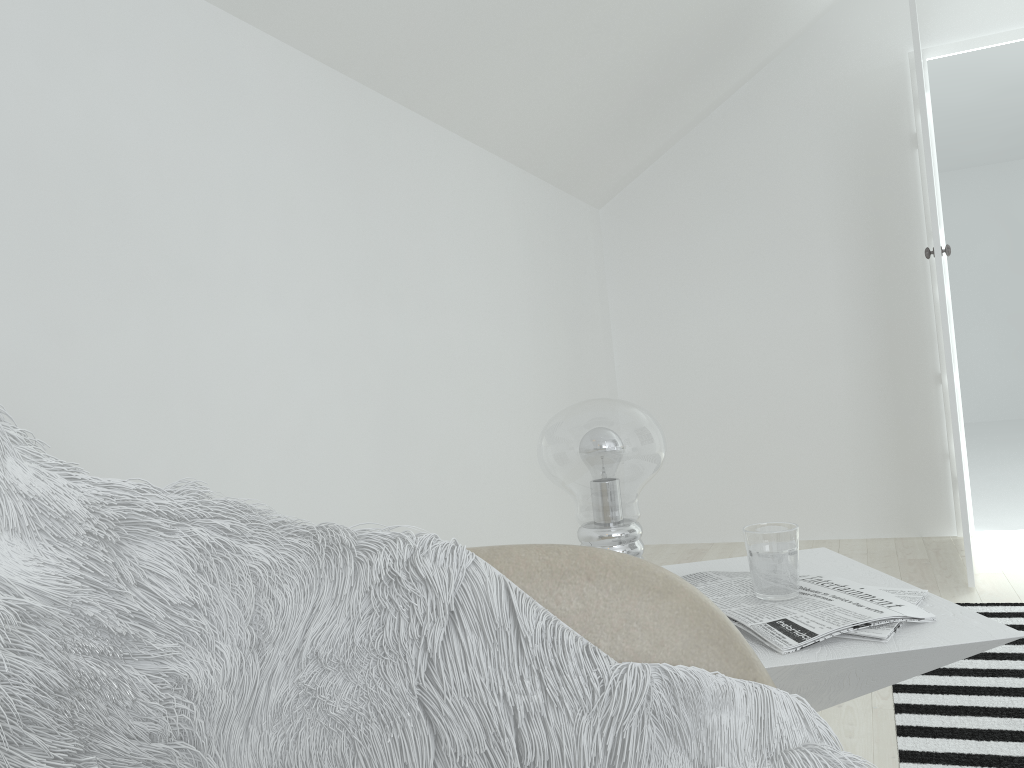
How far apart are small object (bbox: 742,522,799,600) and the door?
2.1 meters

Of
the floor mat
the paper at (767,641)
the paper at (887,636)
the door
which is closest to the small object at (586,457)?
the paper at (767,641)

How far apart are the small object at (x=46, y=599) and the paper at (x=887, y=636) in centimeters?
19cm

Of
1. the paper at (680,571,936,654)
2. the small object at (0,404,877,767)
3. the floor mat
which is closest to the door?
the floor mat

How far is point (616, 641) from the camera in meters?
0.8

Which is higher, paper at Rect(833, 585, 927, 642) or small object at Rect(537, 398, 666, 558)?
small object at Rect(537, 398, 666, 558)

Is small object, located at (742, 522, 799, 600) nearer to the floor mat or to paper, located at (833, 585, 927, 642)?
paper, located at (833, 585, 927, 642)

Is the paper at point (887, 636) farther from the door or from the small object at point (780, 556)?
the door

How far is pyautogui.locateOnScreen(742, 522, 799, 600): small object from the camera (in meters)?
1.07

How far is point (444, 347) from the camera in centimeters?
255cm
